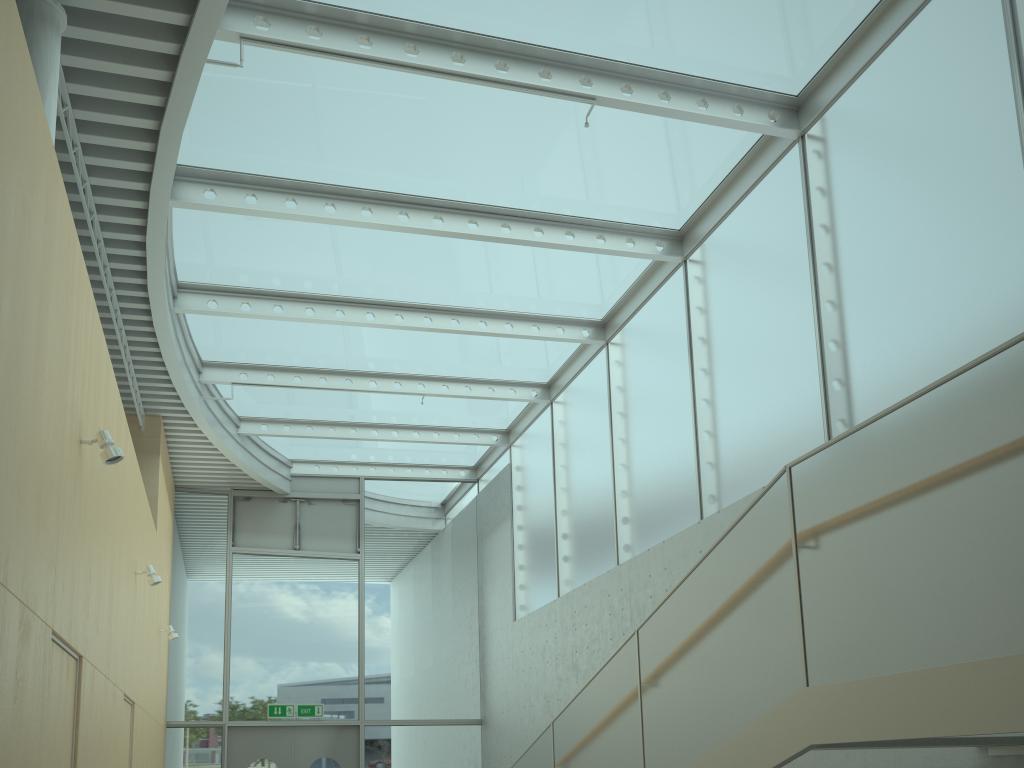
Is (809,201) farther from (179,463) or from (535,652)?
(179,463)

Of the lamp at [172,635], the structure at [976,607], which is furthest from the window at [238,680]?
the structure at [976,607]

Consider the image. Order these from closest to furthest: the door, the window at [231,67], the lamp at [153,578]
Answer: the window at [231,67] → the lamp at [153,578] → the door

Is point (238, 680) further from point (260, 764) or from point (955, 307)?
point (955, 307)

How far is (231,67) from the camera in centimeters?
617cm

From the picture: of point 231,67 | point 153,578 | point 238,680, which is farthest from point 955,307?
point 238,680

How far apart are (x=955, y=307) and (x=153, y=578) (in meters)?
6.56

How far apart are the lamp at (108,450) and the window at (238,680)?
8.2m

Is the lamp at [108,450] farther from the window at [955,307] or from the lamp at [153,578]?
the window at [955,307]

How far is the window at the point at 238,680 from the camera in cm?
1199
